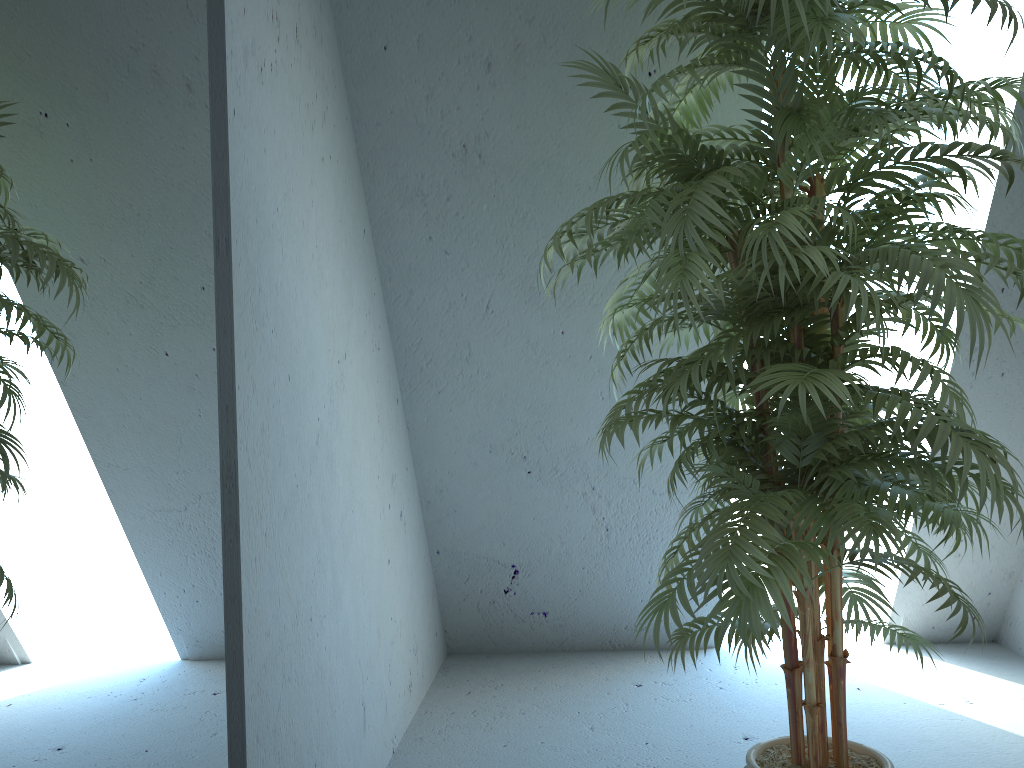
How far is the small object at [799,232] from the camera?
1.4m

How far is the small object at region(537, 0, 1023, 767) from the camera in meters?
1.4

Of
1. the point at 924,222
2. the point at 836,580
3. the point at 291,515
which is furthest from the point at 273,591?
the point at 924,222

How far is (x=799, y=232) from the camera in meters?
1.4
